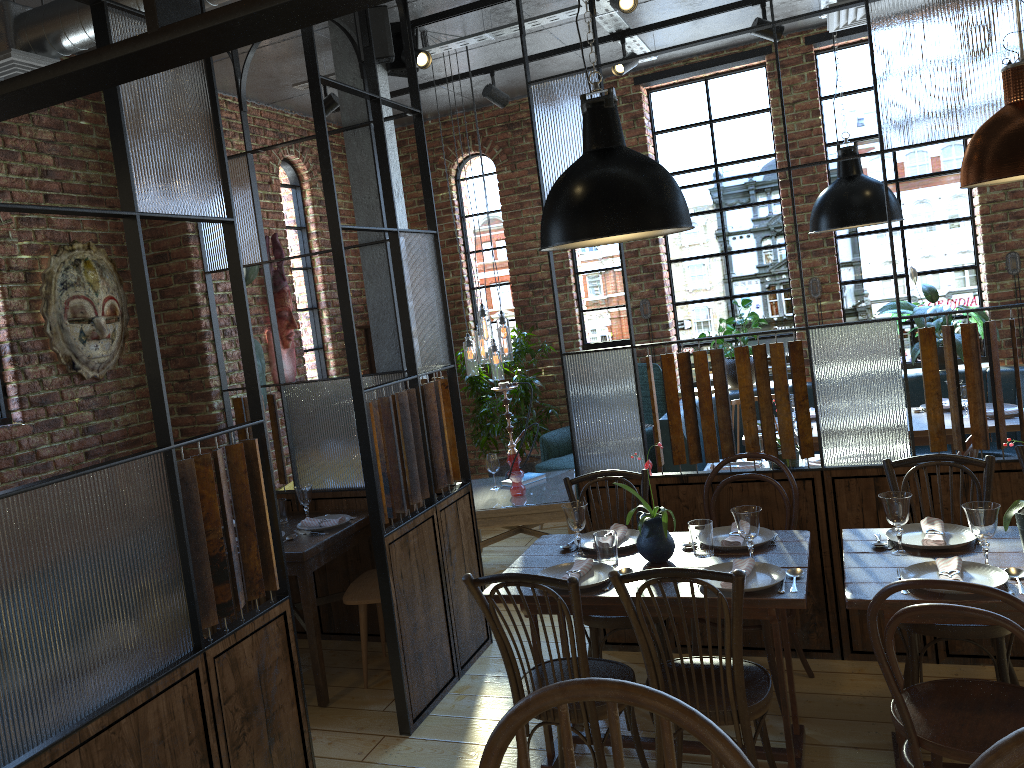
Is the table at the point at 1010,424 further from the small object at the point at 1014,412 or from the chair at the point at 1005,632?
the chair at the point at 1005,632

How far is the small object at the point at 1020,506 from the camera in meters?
2.7 m

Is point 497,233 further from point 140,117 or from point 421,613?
point 140,117

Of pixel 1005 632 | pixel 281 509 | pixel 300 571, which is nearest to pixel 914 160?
pixel 1005 632

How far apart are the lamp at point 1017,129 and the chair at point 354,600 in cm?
286

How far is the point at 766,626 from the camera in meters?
3.5 m

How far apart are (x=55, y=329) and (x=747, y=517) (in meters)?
3.27

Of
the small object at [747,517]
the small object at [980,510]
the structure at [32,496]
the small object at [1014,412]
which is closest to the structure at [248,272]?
the structure at [32,496]

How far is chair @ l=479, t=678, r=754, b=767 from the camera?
1.1m

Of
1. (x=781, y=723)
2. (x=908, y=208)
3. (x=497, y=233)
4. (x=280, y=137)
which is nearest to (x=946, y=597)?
(x=781, y=723)
